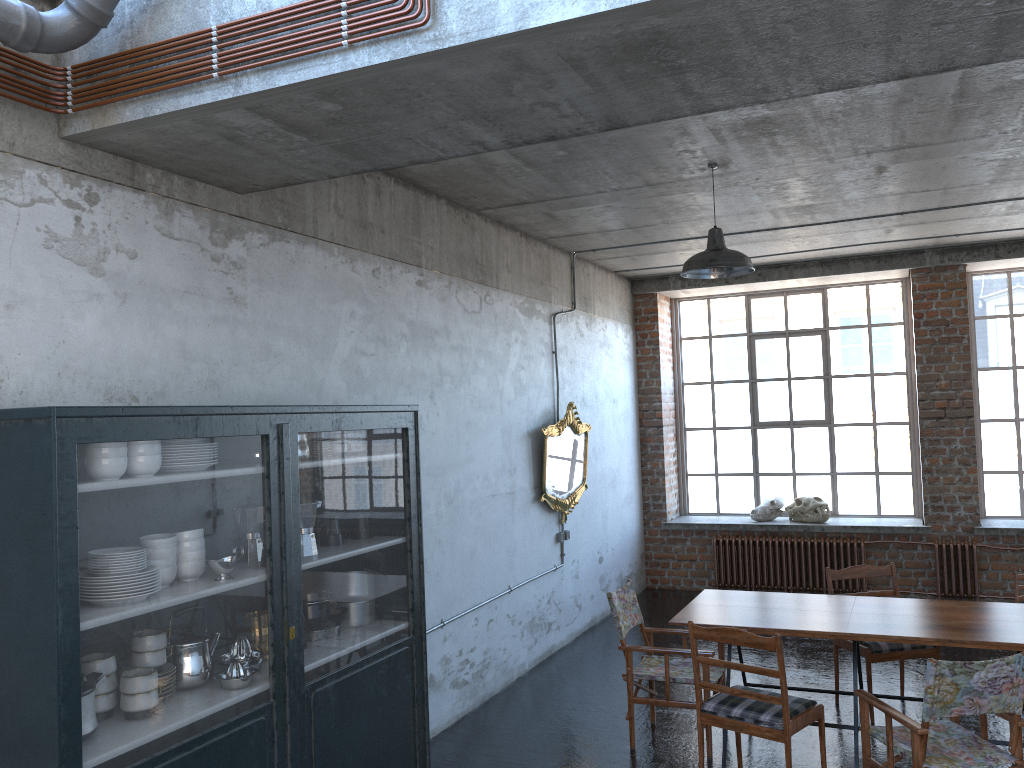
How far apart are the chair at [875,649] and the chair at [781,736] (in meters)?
1.32

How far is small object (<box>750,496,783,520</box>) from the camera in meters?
10.7 m

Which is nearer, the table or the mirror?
the table

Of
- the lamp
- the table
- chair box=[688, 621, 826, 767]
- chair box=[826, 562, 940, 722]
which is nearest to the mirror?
the table

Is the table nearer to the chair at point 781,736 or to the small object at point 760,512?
the chair at point 781,736

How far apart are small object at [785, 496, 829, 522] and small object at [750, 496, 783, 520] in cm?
10

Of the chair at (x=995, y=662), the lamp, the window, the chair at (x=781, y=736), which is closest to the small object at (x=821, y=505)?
the window

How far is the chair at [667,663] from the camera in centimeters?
575cm

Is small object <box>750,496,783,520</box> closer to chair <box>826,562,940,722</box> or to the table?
chair <box>826,562,940,722</box>

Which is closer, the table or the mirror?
the table
